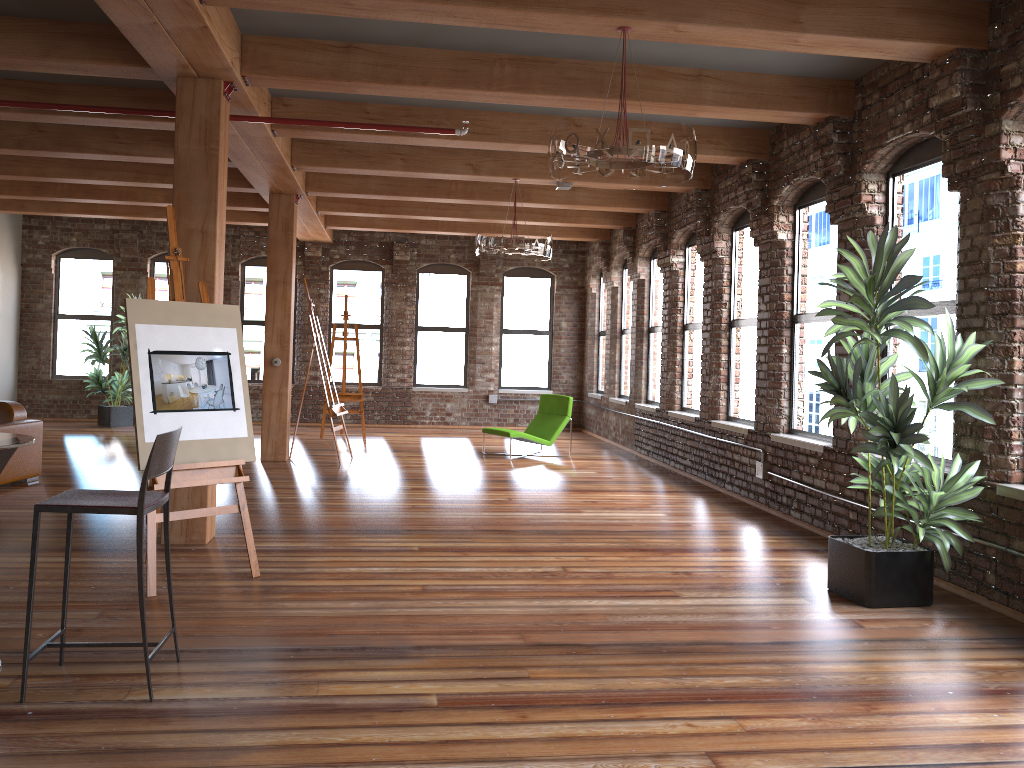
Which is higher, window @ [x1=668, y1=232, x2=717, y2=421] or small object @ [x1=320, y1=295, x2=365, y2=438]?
window @ [x1=668, y1=232, x2=717, y2=421]

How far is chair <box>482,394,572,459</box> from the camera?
11.2 meters

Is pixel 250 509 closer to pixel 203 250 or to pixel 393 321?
pixel 203 250

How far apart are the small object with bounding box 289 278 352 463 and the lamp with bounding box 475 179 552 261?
2.5m

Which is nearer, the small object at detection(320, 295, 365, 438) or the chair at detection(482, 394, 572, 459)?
the chair at detection(482, 394, 572, 459)

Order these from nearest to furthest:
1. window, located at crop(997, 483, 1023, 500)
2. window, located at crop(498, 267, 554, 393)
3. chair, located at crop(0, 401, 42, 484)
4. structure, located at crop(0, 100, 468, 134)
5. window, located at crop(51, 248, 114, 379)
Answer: window, located at crop(997, 483, 1023, 500) → structure, located at crop(0, 100, 468, 134) → chair, located at crop(0, 401, 42, 484) → window, located at crop(51, 248, 114, 379) → window, located at crop(498, 267, 554, 393)

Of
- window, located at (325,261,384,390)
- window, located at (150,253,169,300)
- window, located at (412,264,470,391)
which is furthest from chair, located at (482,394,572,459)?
window, located at (150,253,169,300)

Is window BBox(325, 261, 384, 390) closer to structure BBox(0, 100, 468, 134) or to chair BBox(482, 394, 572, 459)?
chair BBox(482, 394, 572, 459)

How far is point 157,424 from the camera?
4.8m

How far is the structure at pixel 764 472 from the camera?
7.9m
